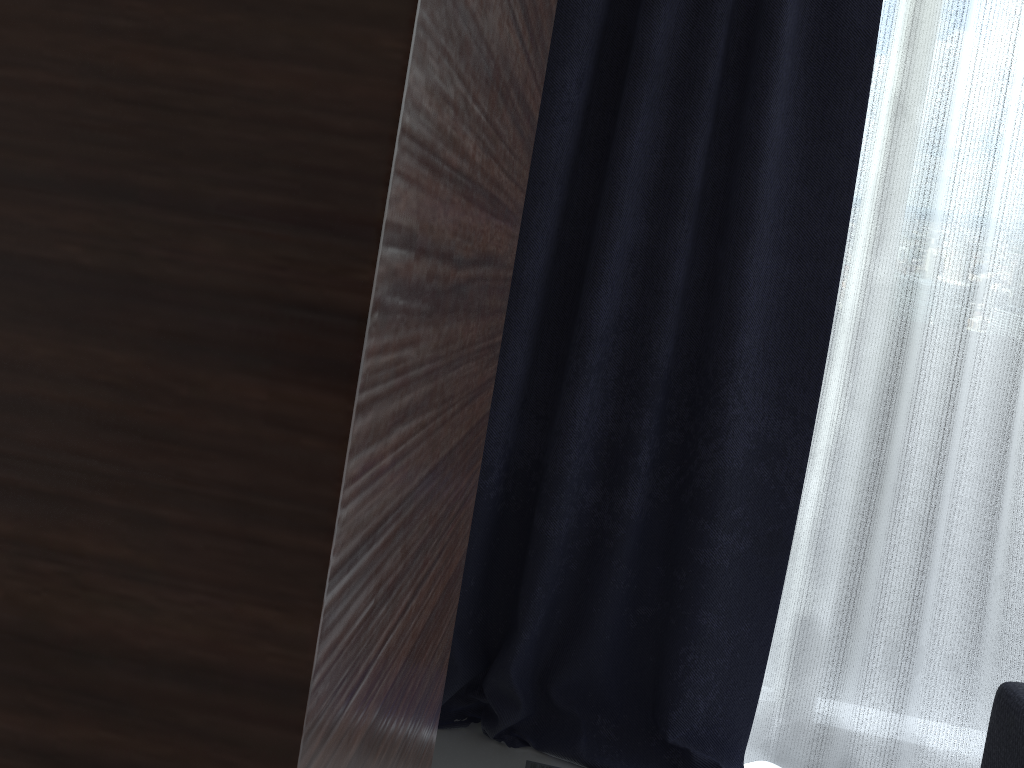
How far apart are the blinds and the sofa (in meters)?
0.48

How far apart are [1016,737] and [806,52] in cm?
135

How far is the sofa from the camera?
1.42m

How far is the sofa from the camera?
1.42m

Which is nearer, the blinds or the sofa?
the sofa

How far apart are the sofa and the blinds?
0.48m

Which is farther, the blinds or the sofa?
the blinds

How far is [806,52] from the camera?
1.9 meters
